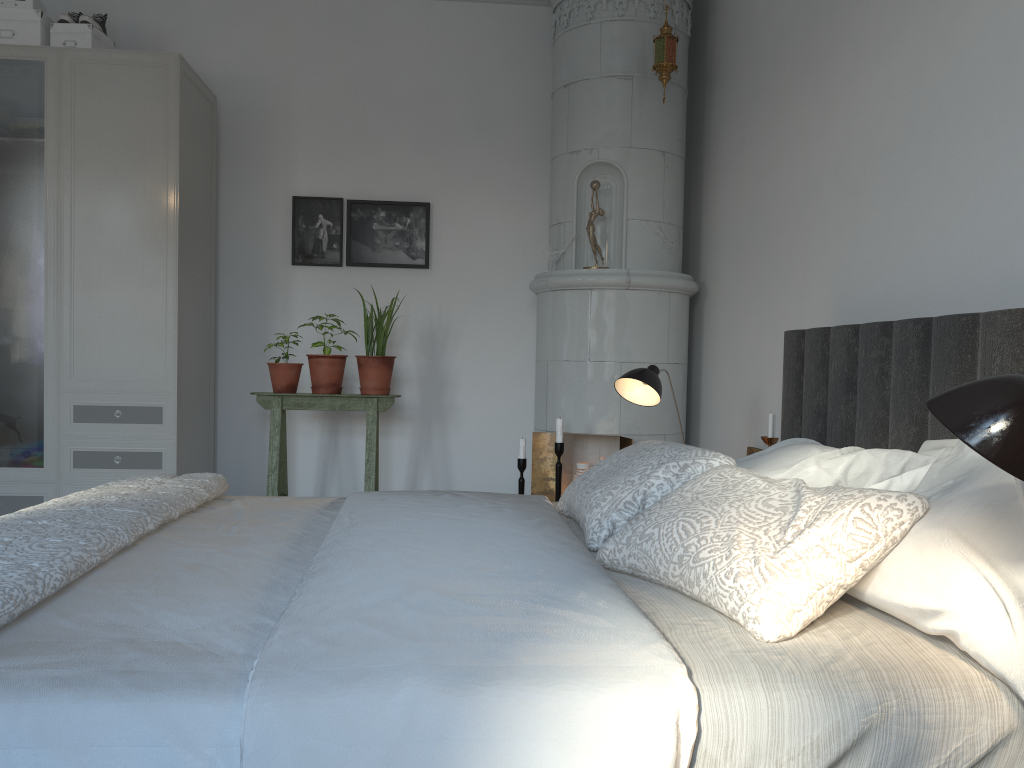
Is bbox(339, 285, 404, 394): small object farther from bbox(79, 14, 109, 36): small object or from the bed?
bbox(79, 14, 109, 36): small object

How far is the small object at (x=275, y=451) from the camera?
3.93m

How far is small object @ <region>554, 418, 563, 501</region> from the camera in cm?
362

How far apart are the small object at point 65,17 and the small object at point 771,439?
3.4m

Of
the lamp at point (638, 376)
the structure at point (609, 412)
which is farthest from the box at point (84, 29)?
Result: the lamp at point (638, 376)

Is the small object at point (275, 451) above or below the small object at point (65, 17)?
below

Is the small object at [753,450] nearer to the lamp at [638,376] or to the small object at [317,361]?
the lamp at [638,376]

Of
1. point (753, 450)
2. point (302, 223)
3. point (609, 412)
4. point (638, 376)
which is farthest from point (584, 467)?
point (302, 223)

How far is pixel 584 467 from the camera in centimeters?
394cm

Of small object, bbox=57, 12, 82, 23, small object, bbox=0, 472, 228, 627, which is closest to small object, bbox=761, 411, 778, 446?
small object, bbox=0, 472, 228, 627
